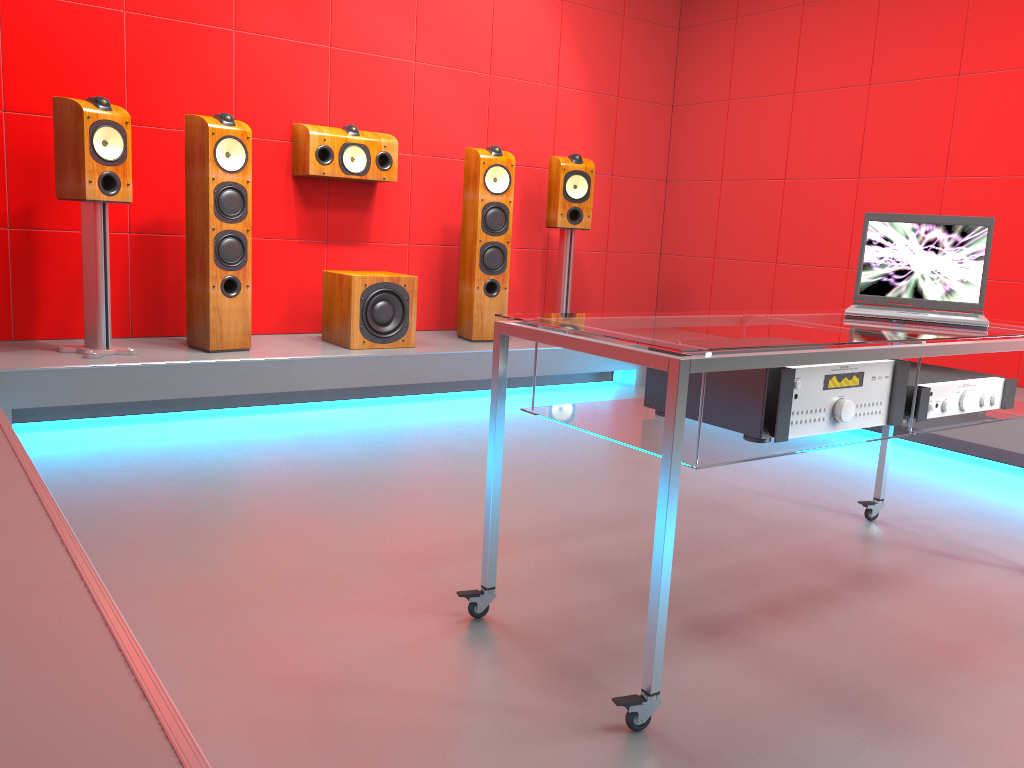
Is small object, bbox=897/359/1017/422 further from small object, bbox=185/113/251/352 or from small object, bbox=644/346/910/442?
small object, bbox=185/113/251/352

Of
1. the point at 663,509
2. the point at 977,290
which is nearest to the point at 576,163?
the point at 977,290

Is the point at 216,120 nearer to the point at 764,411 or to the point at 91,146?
the point at 91,146

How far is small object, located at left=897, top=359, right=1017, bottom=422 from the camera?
1.99m

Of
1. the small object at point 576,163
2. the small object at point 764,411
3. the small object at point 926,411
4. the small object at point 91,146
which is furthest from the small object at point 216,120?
the small object at point 926,411

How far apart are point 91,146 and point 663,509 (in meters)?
3.03

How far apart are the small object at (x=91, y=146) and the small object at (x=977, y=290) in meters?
2.9 m

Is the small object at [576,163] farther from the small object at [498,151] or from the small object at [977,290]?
the small object at [977,290]

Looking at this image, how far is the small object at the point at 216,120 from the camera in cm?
385

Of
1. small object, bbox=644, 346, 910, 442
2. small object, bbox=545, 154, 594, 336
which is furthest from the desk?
small object, bbox=545, 154, 594, 336
